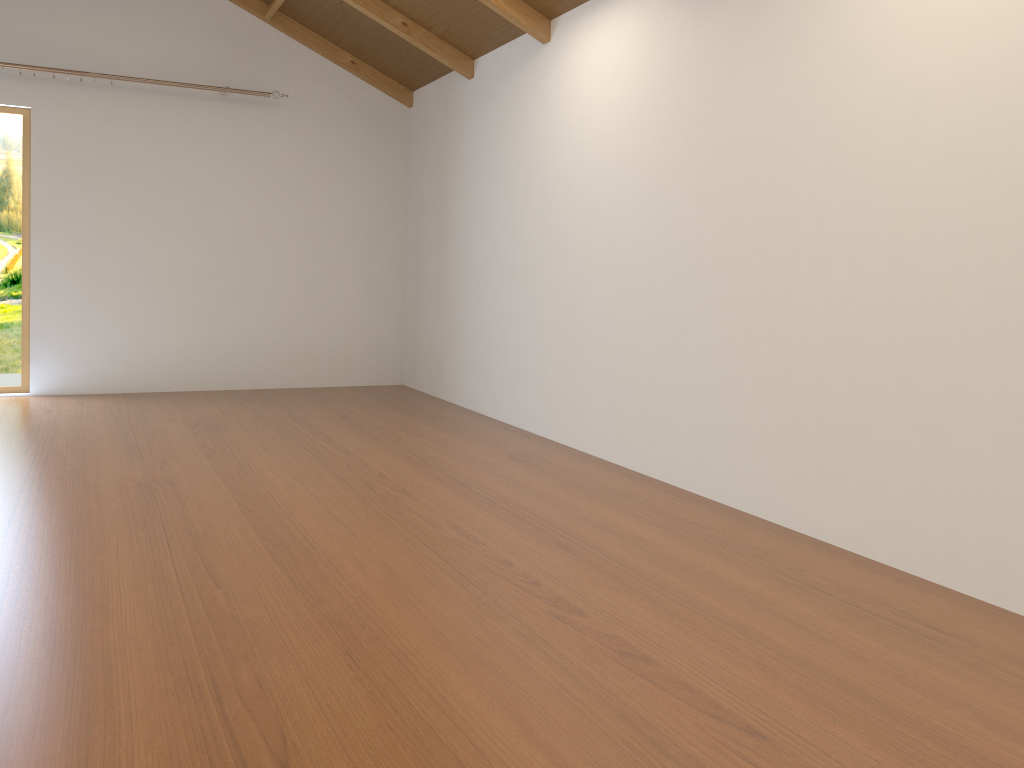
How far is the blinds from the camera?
5.70m

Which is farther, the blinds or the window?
the blinds

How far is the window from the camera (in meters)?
5.44

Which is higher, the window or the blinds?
the blinds

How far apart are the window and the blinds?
1.2m

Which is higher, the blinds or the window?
the blinds

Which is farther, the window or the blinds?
the blinds

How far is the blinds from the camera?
5.7 meters

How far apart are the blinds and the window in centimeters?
116cm
